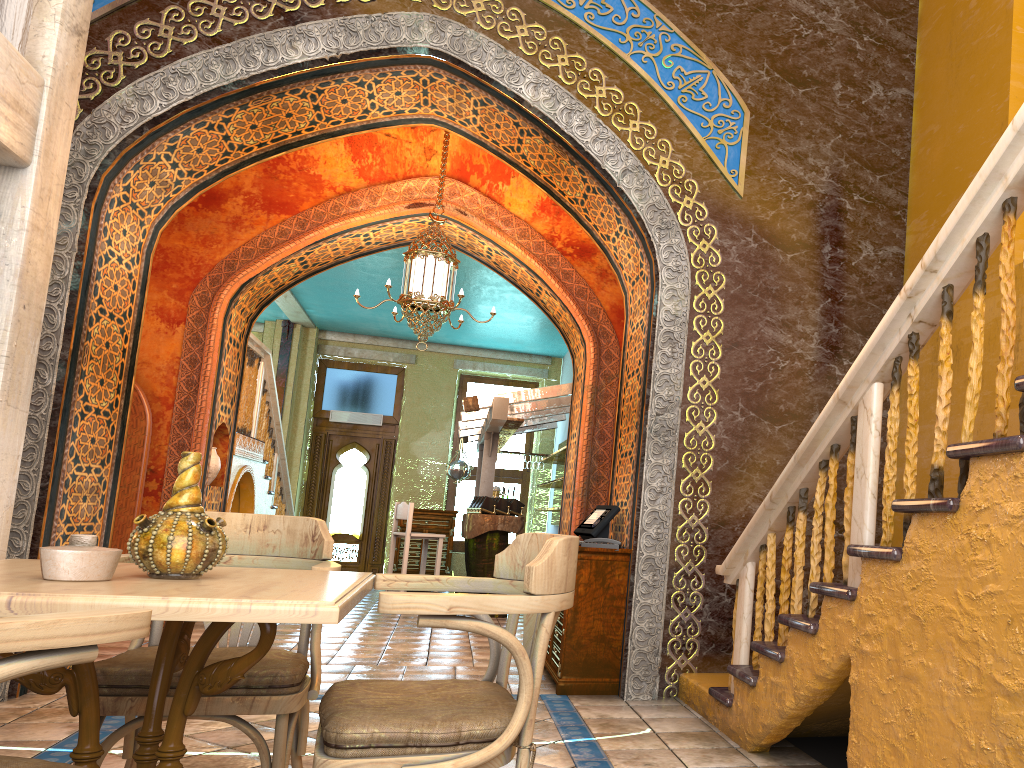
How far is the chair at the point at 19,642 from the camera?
1.51m

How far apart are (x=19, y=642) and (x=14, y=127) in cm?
292

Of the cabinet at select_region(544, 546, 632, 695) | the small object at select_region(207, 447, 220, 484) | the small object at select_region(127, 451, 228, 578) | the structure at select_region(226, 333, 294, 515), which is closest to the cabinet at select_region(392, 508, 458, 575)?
the structure at select_region(226, 333, 294, 515)

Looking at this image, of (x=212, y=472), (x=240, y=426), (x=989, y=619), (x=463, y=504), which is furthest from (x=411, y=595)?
(x=463, y=504)

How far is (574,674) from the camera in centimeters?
596cm

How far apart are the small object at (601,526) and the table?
3.69m

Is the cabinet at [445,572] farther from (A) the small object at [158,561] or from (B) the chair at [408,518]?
(A) the small object at [158,561]

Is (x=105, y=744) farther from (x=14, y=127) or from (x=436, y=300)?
(x=436, y=300)

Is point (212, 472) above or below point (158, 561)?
above

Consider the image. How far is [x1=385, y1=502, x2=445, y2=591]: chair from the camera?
10.9 meters
